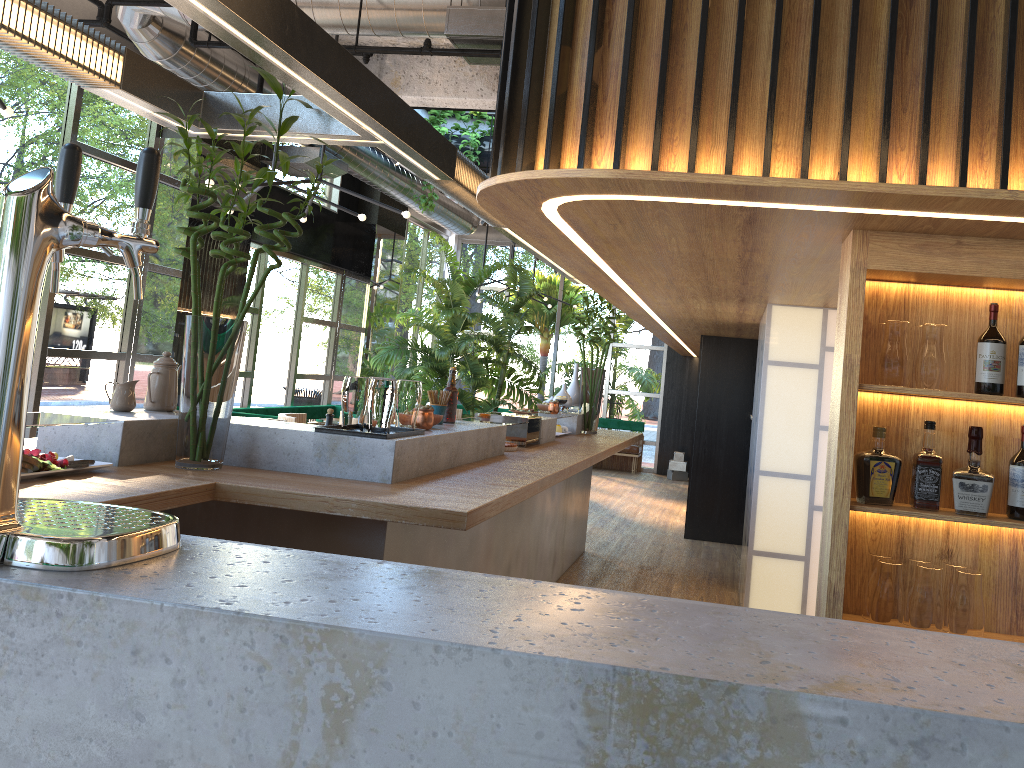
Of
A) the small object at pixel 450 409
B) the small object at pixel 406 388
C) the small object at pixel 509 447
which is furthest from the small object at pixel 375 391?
the small object at pixel 509 447

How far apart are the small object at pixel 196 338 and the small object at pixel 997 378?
2.30m

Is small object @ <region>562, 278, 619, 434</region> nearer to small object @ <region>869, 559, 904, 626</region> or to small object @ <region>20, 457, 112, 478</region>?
small object @ <region>869, 559, 904, 626</region>

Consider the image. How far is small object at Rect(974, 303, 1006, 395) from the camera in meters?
2.8 m

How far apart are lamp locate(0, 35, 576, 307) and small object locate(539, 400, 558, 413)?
1.9 meters

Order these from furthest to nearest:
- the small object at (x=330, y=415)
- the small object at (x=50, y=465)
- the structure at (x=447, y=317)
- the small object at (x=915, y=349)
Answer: the structure at (x=447, y=317), the small object at (x=330, y=415), the small object at (x=915, y=349), the small object at (x=50, y=465)

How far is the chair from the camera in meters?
4.9

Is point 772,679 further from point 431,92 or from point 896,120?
point 431,92

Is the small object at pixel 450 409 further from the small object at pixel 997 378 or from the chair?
the small object at pixel 997 378

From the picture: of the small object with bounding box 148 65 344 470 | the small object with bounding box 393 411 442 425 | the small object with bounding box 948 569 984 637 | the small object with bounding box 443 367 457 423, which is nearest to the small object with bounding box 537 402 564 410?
the small object with bounding box 443 367 457 423
